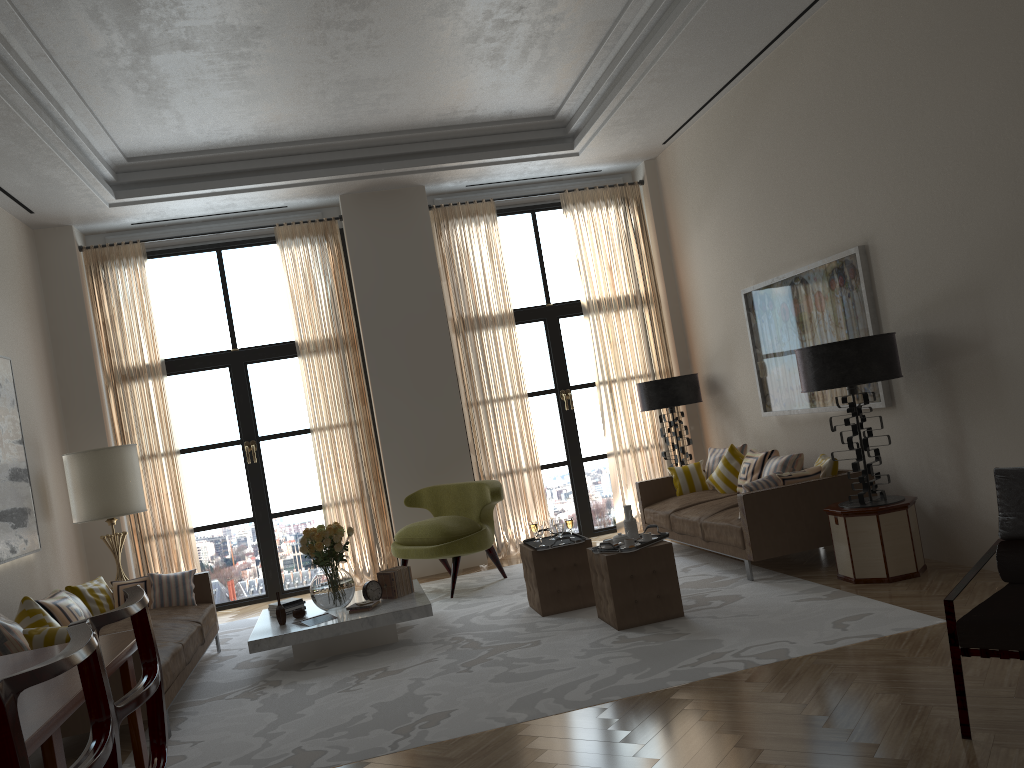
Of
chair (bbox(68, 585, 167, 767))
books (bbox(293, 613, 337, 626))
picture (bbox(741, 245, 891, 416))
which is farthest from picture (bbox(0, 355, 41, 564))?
picture (bbox(741, 245, 891, 416))

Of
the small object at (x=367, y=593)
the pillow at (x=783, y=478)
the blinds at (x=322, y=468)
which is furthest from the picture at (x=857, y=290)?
the blinds at (x=322, y=468)

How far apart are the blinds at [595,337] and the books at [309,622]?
5.3m

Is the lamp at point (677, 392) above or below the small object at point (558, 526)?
above

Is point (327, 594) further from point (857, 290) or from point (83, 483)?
point (857, 290)

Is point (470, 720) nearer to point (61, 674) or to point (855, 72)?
point (61, 674)

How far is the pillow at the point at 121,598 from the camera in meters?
8.5 m

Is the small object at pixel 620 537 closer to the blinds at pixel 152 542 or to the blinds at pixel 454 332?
the blinds at pixel 454 332

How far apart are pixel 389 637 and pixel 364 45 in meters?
5.5 m

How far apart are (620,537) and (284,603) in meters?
3.3 m
